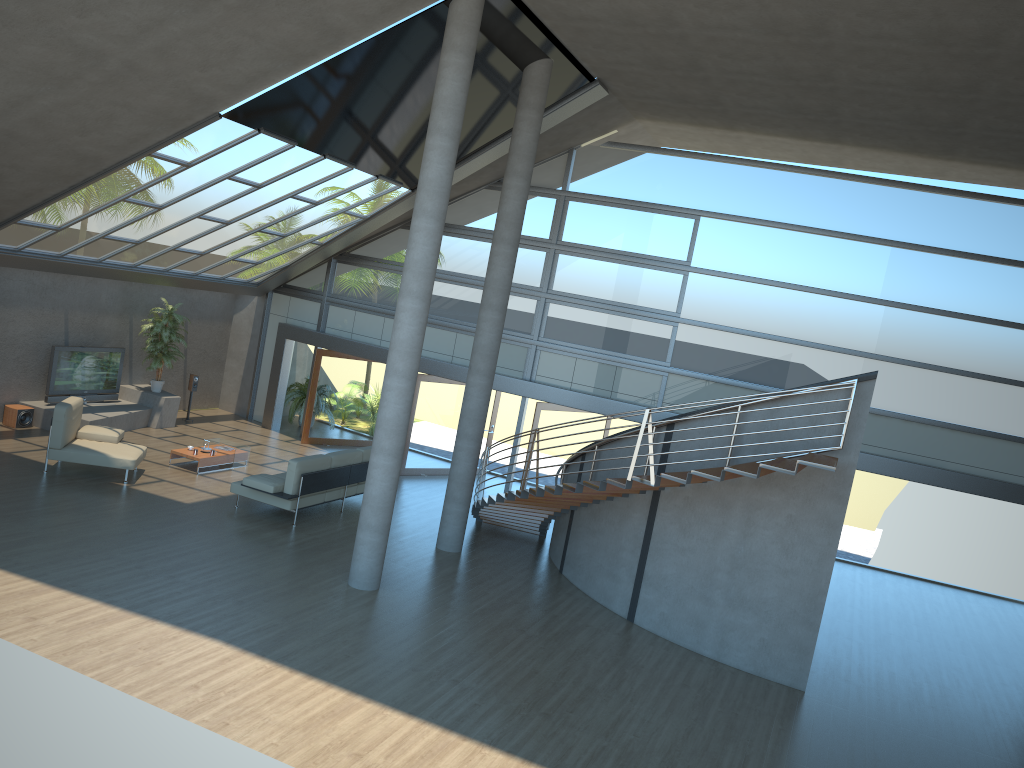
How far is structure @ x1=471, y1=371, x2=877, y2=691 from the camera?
9.6m

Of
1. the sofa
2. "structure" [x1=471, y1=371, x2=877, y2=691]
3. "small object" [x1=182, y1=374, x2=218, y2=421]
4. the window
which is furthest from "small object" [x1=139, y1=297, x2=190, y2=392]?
"structure" [x1=471, y1=371, x2=877, y2=691]

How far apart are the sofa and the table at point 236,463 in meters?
1.8 m

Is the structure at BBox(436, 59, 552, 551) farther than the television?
No

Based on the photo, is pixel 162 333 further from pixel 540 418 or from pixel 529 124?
pixel 529 124

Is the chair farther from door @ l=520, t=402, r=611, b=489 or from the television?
door @ l=520, t=402, r=611, b=489

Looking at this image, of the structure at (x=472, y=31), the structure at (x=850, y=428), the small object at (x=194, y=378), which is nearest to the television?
the small object at (x=194, y=378)

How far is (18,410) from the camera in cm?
1489

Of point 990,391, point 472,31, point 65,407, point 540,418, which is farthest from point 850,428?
point 65,407

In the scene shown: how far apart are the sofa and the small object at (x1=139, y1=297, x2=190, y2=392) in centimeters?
500cm
